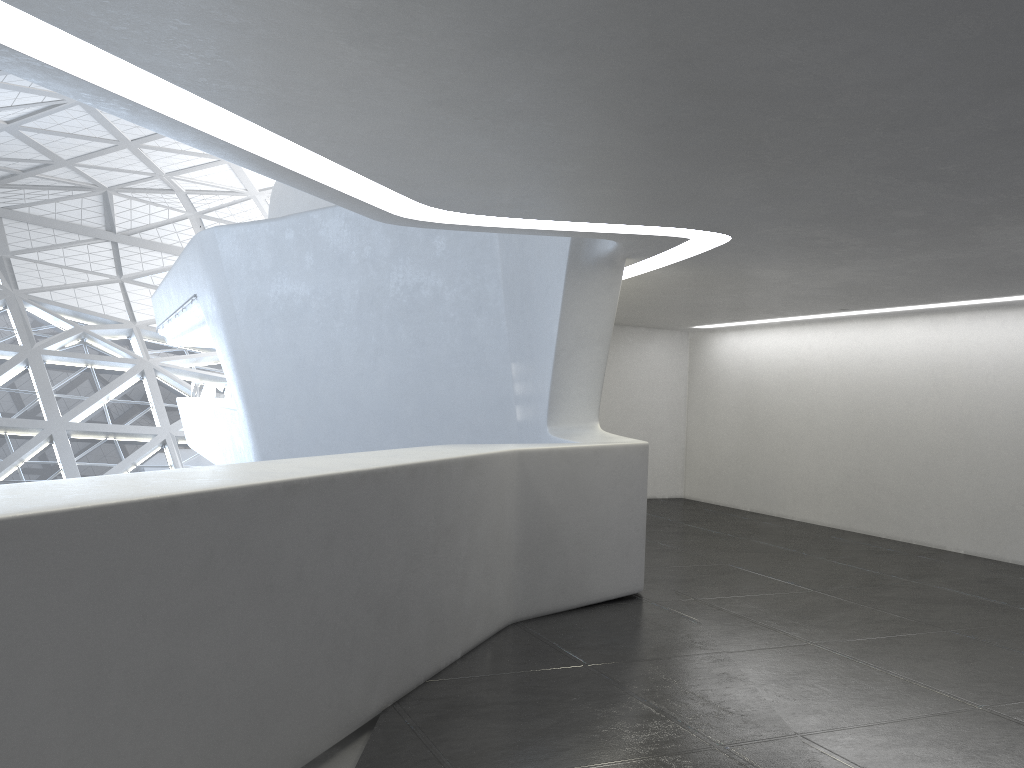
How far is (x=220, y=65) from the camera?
4.42m
